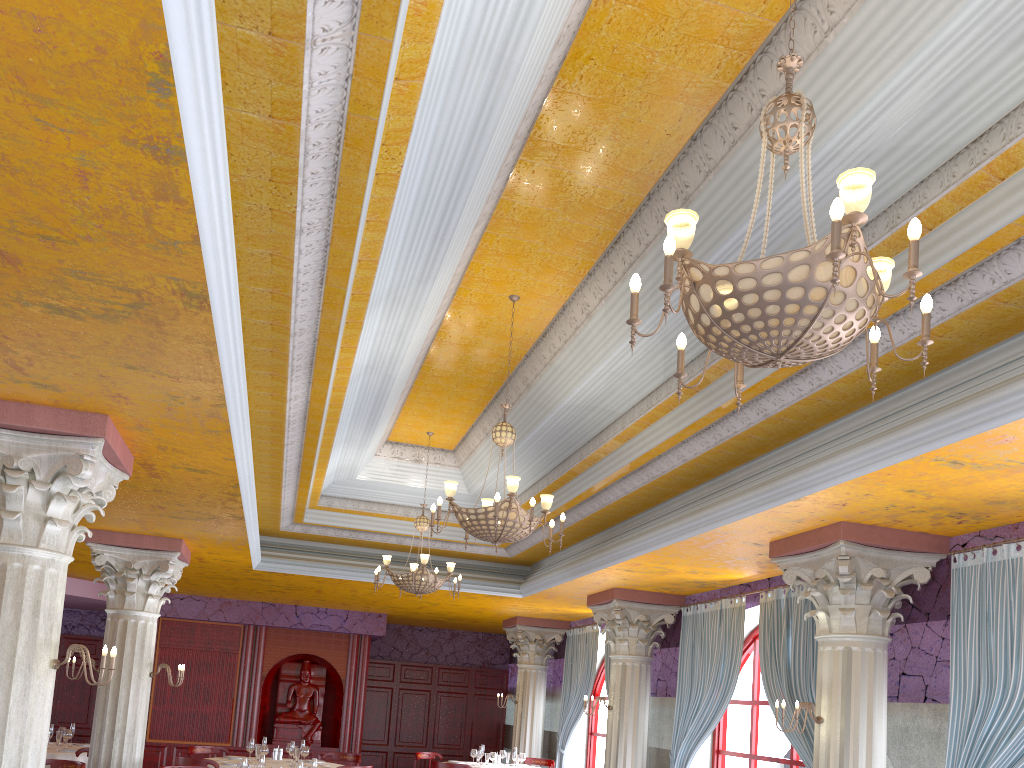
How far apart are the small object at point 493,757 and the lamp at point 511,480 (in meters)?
6.82

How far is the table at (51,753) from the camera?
10.4 meters

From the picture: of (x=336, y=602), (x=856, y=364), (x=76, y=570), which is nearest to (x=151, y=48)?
(x=856, y=364)

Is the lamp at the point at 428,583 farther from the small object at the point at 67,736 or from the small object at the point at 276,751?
the small object at the point at 67,736

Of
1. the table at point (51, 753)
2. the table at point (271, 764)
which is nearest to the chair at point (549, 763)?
the table at point (271, 764)

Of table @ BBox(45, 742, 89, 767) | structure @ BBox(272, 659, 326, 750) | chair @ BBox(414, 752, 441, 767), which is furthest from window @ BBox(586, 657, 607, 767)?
table @ BBox(45, 742, 89, 767)

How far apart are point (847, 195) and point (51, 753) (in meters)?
11.25

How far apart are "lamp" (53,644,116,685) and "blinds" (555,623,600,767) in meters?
9.6 m

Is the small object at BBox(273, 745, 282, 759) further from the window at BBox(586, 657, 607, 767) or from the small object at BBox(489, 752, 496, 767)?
the window at BBox(586, 657, 607, 767)

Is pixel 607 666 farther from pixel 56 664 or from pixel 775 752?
pixel 56 664
